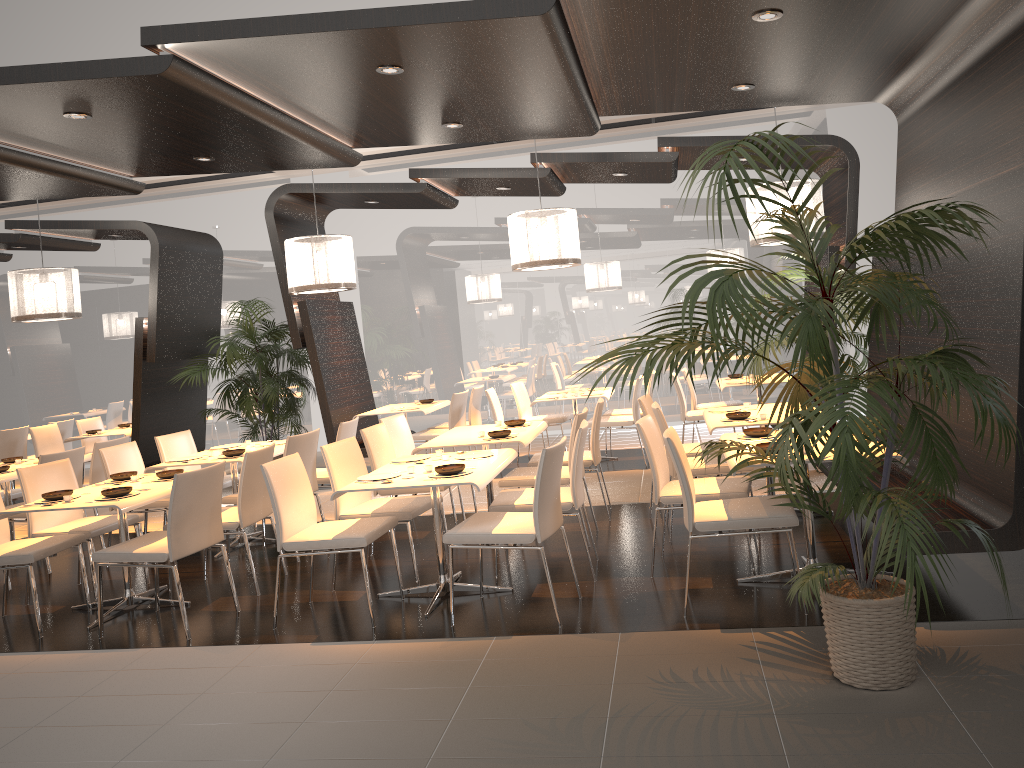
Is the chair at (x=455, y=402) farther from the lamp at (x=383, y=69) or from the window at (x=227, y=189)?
the lamp at (x=383, y=69)

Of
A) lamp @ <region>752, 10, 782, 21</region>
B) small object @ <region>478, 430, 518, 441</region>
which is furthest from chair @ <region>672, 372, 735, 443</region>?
lamp @ <region>752, 10, 782, 21</region>

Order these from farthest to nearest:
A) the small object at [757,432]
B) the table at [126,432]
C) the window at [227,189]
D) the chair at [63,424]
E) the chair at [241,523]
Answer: the window at [227,189], the chair at [63,424], the table at [126,432], the chair at [241,523], the small object at [757,432]

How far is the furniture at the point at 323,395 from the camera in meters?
9.2 m

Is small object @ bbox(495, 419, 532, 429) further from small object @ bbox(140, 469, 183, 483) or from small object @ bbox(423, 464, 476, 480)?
small object @ bbox(140, 469, 183, 483)

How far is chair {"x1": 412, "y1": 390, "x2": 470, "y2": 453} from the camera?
9.12m

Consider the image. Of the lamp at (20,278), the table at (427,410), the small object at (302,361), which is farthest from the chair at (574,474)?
the small object at (302,361)

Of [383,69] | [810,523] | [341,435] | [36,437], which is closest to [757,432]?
[810,523]

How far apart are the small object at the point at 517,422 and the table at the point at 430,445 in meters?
0.1 m

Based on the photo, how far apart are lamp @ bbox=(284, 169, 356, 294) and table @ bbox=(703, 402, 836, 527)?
3.5 meters
